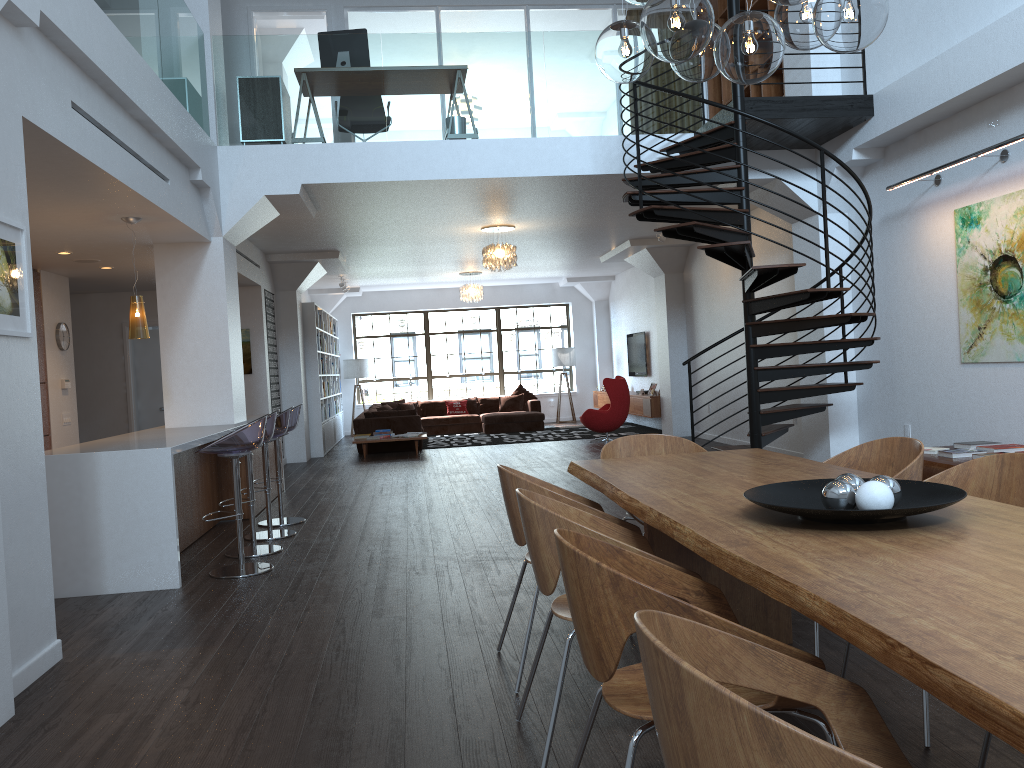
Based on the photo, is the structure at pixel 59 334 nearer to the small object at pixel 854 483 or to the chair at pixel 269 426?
the chair at pixel 269 426

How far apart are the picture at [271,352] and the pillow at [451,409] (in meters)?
5.53

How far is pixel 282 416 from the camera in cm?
689

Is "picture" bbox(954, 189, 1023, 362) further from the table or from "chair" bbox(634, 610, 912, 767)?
"chair" bbox(634, 610, 912, 767)

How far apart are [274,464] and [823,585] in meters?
8.2

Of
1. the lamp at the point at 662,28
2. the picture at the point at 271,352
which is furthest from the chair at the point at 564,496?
the picture at the point at 271,352

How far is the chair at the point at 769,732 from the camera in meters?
1.1

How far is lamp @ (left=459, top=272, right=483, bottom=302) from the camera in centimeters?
1602cm

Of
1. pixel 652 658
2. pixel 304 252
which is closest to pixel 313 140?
pixel 304 252

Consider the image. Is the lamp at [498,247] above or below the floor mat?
above
